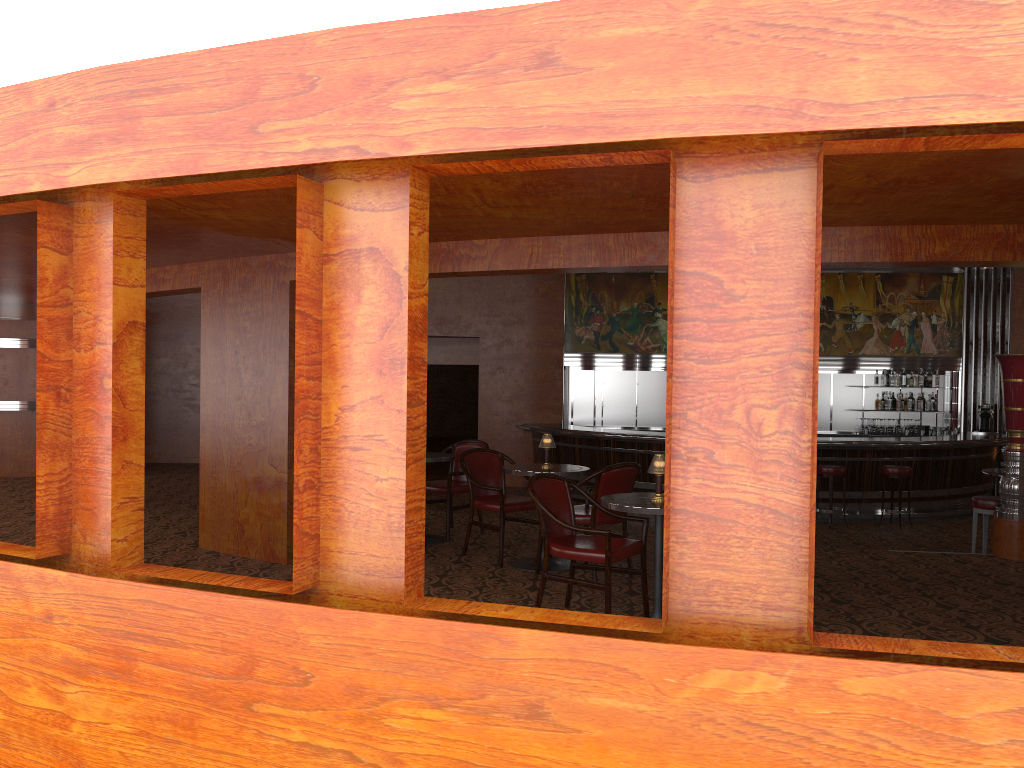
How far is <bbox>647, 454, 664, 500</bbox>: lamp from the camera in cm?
476

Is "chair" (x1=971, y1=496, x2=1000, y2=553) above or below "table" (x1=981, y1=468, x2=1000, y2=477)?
below

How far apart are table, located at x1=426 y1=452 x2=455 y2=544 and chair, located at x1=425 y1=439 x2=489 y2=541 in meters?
0.1

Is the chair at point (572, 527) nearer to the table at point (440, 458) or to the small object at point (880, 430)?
the table at point (440, 458)

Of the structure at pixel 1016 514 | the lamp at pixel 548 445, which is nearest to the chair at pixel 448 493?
the lamp at pixel 548 445

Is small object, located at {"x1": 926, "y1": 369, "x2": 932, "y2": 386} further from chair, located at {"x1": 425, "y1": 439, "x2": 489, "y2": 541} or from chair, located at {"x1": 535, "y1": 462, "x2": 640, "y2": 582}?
chair, located at {"x1": 535, "y1": 462, "x2": 640, "y2": 582}

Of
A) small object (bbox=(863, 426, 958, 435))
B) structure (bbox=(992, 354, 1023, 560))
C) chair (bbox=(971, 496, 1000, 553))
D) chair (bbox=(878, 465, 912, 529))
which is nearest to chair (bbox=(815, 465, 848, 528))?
chair (bbox=(878, 465, 912, 529))

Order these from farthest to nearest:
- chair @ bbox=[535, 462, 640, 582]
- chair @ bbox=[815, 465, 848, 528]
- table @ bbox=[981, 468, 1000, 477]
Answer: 1. chair @ bbox=[815, 465, 848, 528]
2. table @ bbox=[981, 468, 1000, 477]
3. chair @ bbox=[535, 462, 640, 582]

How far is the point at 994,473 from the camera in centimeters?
828cm

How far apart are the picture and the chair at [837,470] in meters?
3.9
